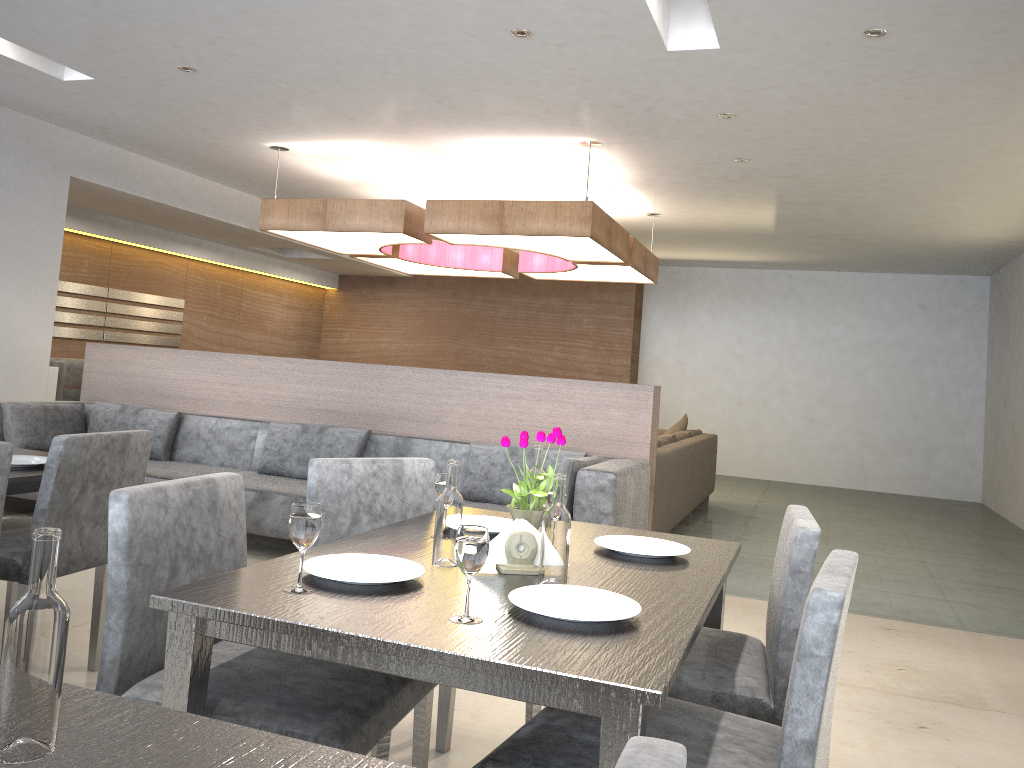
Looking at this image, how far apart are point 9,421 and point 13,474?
3.01m

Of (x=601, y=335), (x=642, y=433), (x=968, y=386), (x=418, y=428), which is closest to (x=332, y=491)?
(x=642, y=433)

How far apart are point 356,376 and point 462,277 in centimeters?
628cm

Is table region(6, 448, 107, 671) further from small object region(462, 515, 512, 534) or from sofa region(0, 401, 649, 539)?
sofa region(0, 401, 649, 539)

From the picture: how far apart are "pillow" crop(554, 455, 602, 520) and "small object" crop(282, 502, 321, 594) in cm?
256

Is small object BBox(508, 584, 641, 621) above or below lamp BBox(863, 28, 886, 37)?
below

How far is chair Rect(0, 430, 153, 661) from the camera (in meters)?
2.31

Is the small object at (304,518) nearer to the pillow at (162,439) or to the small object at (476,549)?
the small object at (476,549)

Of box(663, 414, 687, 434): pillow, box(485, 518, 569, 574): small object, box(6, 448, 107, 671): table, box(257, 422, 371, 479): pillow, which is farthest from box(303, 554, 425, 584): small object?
box(663, 414, 687, 434): pillow

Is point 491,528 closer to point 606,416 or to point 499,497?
point 499,497
